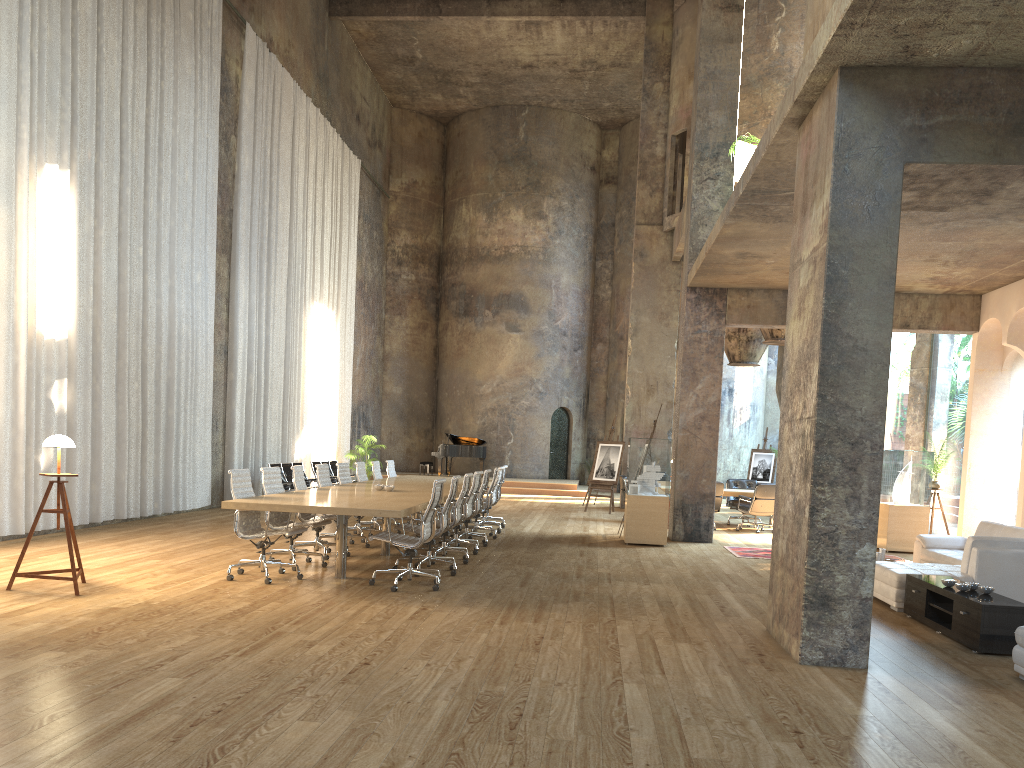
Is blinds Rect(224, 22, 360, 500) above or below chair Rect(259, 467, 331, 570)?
above

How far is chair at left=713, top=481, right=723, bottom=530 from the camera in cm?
1535

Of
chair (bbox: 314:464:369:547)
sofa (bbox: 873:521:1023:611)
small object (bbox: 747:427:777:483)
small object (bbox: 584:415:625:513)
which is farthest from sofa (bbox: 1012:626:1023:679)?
small object (bbox: 747:427:777:483)

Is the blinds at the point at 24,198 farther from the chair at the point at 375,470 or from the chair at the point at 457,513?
the chair at the point at 457,513

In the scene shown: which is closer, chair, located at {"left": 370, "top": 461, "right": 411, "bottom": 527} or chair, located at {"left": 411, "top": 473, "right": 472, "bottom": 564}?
chair, located at {"left": 411, "top": 473, "right": 472, "bottom": 564}

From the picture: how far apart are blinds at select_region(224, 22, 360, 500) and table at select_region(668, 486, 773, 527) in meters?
8.9 m

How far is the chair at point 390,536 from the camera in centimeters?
783cm

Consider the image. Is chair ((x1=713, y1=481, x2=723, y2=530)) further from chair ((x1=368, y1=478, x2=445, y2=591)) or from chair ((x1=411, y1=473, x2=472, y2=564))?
chair ((x1=368, y1=478, x2=445, y2=591))

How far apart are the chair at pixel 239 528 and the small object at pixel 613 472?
11.1m

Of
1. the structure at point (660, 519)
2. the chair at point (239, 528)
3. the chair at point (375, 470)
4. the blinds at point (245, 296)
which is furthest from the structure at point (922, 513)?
the blinds at point (245, 296)
